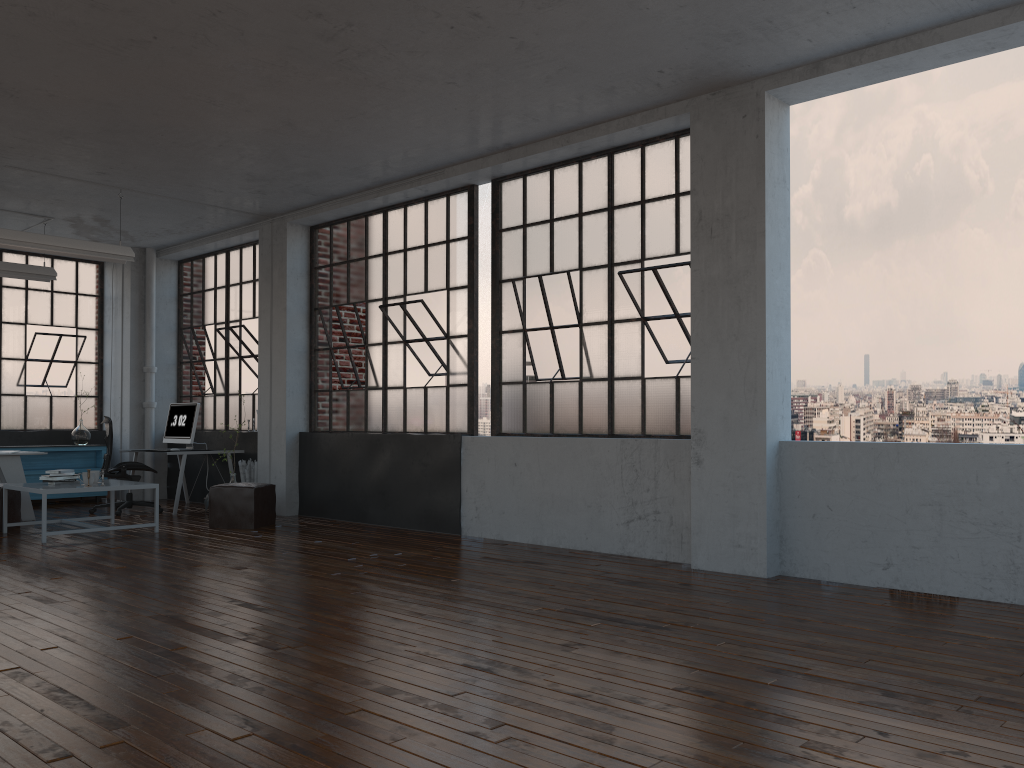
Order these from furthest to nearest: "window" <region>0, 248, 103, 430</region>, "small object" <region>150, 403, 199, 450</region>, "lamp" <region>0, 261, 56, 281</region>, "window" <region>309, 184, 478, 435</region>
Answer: "window" <region>0, 248, 103, 430</region>
"small object" <region>150, 403, 199, 450</region>
"lamp" <region>0, 261, 56, 281</region>
"window" <region>309, 184, 478, 435</region>

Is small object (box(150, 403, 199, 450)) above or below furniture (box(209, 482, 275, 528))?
above

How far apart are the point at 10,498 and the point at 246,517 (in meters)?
2.19

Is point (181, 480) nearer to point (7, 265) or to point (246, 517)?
point (246, 517)

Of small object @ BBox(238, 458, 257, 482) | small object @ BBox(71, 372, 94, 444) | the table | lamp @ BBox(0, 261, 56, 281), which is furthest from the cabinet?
the table

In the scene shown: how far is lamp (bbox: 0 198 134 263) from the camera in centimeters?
780cm

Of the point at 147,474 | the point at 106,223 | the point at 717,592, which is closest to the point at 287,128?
the point at 106,223

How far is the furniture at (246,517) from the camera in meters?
8.3

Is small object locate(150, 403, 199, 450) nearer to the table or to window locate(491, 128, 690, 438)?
the table

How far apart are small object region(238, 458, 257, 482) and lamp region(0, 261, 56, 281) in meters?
2.9 m
